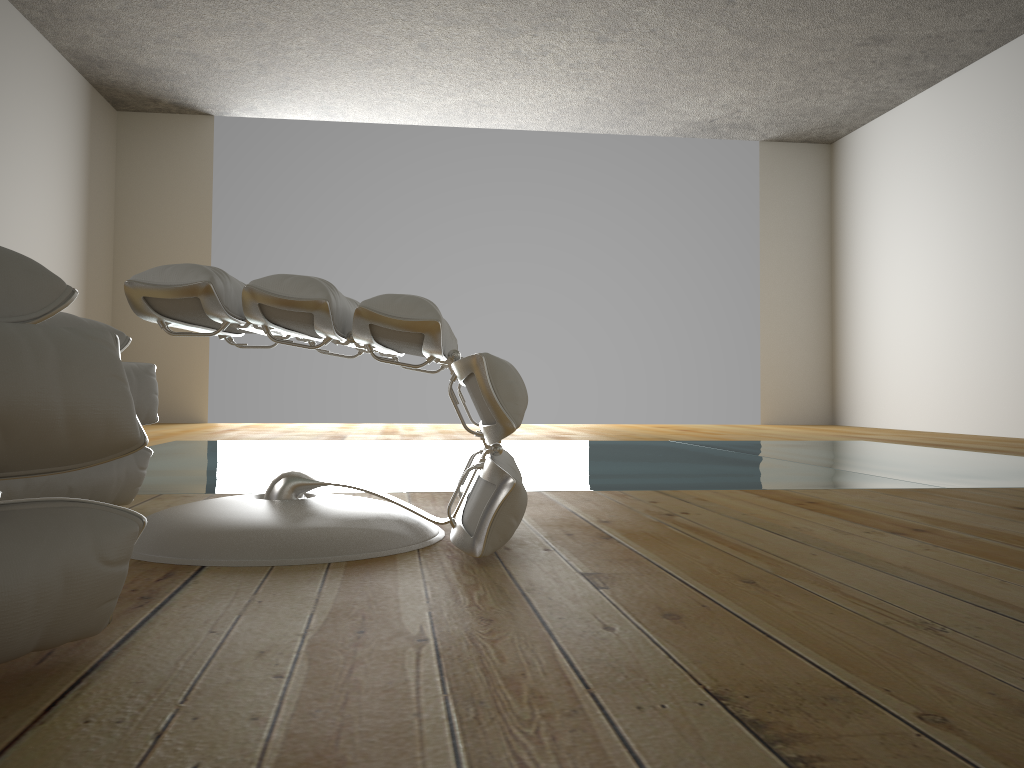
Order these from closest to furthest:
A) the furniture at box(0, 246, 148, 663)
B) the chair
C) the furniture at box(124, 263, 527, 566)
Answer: the furniture at box(0, 246, 148, 663), the furniture at box(124, 263, 527, 566), the chair

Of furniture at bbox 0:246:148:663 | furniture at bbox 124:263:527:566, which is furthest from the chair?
furniture at bbox 0:246:148:663

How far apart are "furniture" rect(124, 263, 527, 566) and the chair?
0.2 meters

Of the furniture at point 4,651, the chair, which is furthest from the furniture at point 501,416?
the furniture at point 4,651

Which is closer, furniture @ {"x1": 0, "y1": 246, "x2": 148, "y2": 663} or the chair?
furniture @ {"x1": 0, "y1": 246, "x2": 148, "y2": 663}

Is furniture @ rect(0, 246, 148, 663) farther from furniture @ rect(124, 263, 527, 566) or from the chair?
the chair

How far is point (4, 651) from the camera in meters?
0.7 m

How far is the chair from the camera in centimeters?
152cm

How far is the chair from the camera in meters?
1.5

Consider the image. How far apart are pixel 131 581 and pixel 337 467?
1.8 meters
